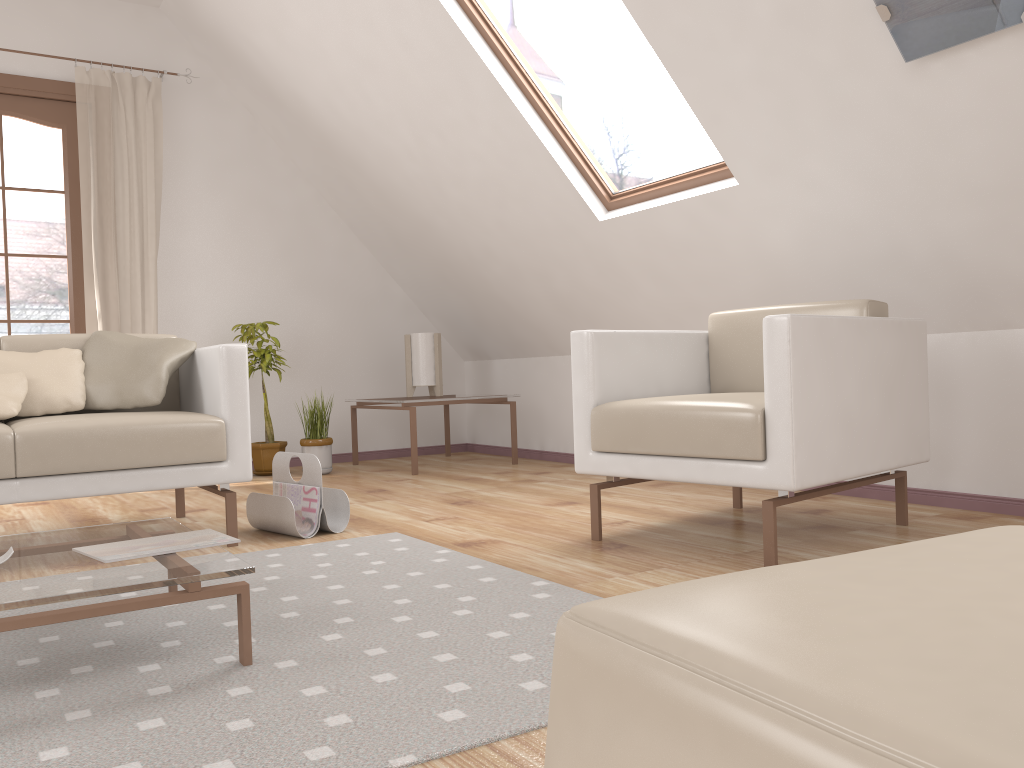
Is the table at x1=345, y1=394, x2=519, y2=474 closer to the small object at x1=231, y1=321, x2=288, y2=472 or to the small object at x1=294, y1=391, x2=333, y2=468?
the small object at x1=294, y1=391, x2=333, y2=468

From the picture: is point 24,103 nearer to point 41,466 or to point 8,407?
point 8,407

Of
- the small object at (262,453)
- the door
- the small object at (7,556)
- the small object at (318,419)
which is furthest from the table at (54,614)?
the door

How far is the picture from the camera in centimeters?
213cm

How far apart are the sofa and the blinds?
1.58m

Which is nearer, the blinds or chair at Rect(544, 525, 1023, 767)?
chair at Rect(544, 525, 1023, 767)

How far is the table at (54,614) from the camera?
1.4m

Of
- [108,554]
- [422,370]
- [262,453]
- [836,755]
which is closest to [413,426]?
[422,370]

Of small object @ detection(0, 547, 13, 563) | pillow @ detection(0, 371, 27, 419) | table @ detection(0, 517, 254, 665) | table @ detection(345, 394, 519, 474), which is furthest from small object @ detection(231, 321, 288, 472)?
small object @ detection(0, 547, 13, 563)

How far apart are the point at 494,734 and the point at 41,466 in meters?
1.8
